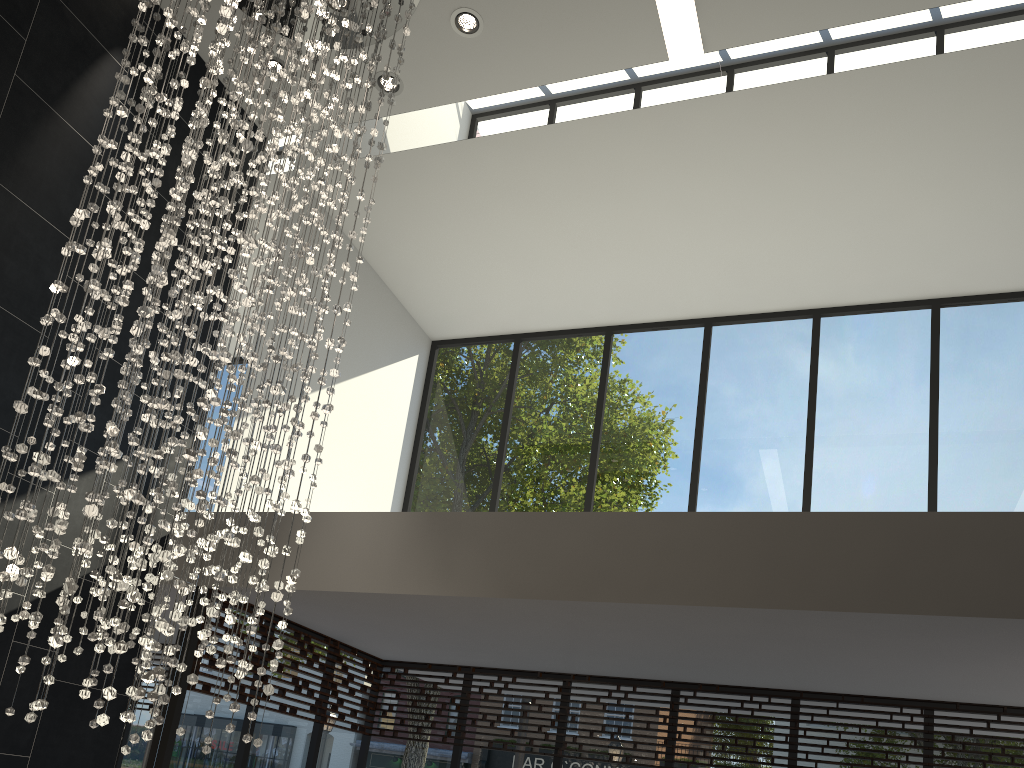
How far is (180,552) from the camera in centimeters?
322cm

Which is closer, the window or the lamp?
the lamp

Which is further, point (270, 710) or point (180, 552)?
point (270, 710)

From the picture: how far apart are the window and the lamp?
1.2m

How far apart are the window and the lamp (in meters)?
1.21

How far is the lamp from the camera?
3.2 meters

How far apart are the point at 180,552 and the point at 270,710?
2.99m

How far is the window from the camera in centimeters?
577cm

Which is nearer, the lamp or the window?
the lamp
